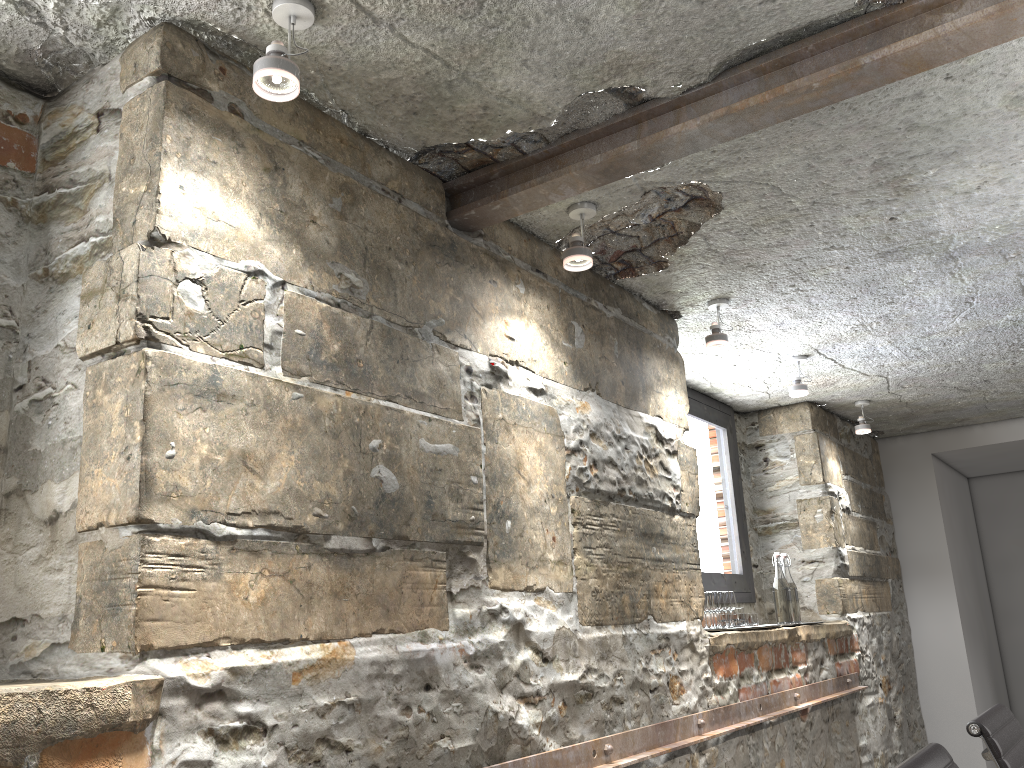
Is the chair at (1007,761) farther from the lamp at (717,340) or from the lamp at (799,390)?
the lamp at (799,390)

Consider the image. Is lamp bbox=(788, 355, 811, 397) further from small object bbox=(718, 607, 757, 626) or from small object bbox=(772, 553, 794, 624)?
small object bbox=(718, 607, 757, 626)

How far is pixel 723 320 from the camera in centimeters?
320cm

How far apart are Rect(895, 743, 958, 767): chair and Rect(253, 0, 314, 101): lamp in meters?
1.6

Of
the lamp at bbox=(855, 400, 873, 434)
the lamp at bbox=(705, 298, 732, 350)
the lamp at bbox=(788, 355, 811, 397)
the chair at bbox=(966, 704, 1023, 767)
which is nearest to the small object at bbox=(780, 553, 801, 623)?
the lamp at bbox=(788, 355, 811, 397)

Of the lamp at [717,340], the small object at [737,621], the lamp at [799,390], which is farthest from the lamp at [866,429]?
the lamp at [717,340]

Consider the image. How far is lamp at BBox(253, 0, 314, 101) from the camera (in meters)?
1.43

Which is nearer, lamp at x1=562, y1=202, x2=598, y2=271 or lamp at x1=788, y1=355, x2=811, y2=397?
lamp at x1=562, y1=202, x2=598, y2=271

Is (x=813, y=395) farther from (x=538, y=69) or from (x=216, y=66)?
(x=216, y=66)

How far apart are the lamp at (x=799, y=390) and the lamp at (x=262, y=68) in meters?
2.7
